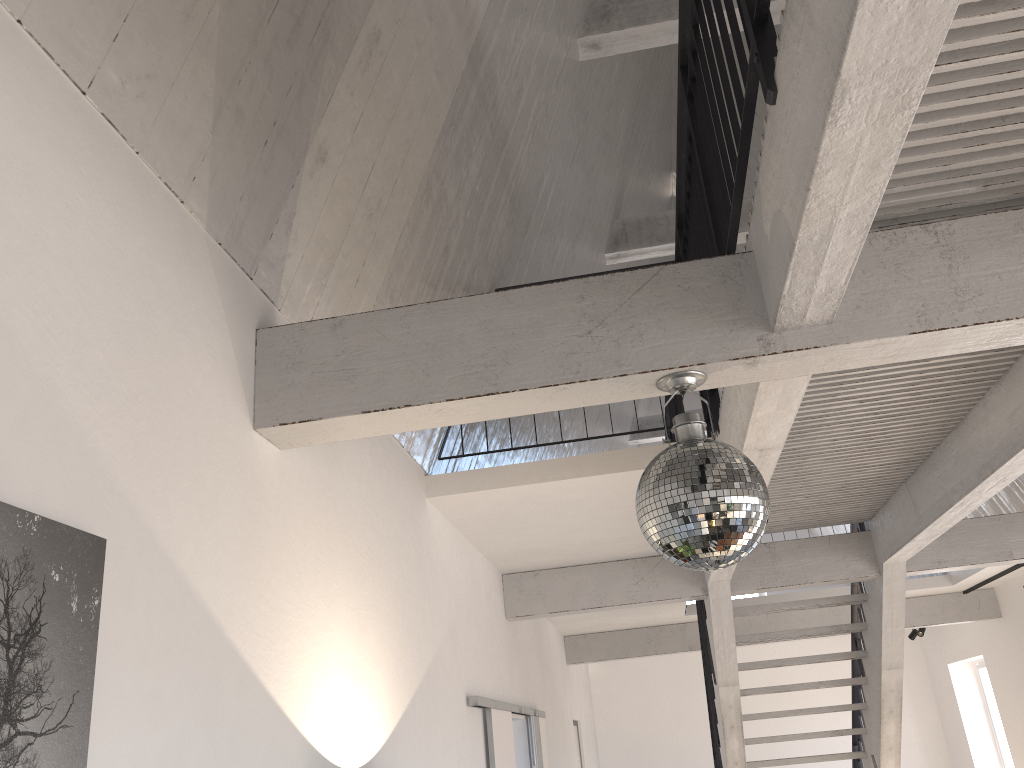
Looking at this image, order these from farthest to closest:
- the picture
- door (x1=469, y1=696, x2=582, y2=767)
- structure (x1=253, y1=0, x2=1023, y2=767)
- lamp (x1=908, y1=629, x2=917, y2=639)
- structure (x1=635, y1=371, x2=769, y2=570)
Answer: lamp (x1=908, y1=629, x2=917, y2=639)
door (x1=469, y1=696, x2=582, y2=767)
structure (x1=635, y1=371, x2=769, y2=570)
structure (x1=253, y1=0, x2=1023, y2=767)
the picture

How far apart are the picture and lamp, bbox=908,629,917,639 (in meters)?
12.36

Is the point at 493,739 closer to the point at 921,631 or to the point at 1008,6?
the point at 1008,6

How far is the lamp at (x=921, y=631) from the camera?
Answer: 11.5 meters

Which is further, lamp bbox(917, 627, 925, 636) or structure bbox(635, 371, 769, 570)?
lamp bbox(917, 627, 925, 636)

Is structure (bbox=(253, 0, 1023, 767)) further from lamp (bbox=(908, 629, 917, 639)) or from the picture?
lamp (bbox=(908, 629, 917, 639))

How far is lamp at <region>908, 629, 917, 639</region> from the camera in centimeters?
1192cm

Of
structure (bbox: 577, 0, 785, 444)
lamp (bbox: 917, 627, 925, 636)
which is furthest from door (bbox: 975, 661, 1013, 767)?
structure (bbox: 577, 0, 785, 444)

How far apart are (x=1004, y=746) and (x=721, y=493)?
11.4m

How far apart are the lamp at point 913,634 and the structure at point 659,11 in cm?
426
